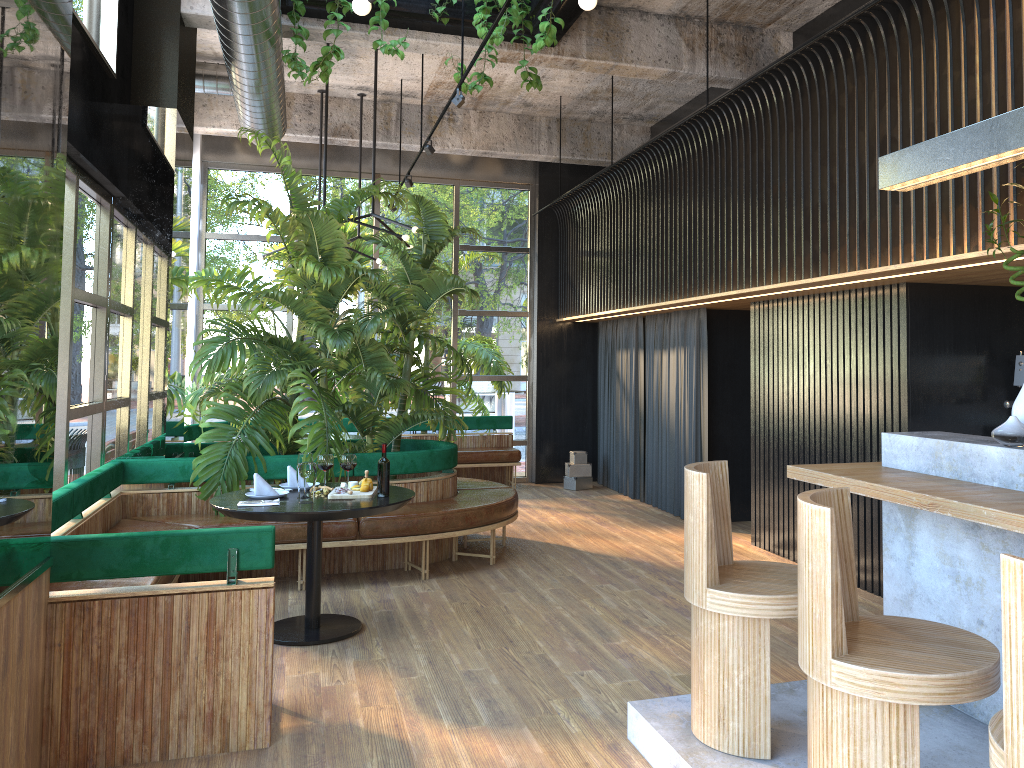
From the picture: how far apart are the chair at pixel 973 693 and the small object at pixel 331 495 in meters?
3.0

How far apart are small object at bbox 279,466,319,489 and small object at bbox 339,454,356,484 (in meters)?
0.32

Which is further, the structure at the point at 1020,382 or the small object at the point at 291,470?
the structure at the point at 1020,382

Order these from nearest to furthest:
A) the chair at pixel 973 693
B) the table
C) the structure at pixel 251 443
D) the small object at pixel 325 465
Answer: the chair at pixel 973 693
the small object at pixel 325 465
the table
the structure at pixel 251 443

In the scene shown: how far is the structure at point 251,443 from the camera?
6.2 meters

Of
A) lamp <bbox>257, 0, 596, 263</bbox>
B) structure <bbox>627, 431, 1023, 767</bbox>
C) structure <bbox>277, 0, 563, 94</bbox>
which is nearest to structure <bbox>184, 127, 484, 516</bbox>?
lamp <bbox>257, 0, 596, 263</bbox>

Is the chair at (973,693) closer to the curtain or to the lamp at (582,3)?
the lamp at (582,3)

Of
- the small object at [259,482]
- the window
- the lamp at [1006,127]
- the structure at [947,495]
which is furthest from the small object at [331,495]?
the lamp at [1006,127]

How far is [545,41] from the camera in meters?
5.6

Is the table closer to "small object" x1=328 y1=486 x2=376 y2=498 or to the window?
"small object" x1=328 y1=486 x2=376 y2=498
